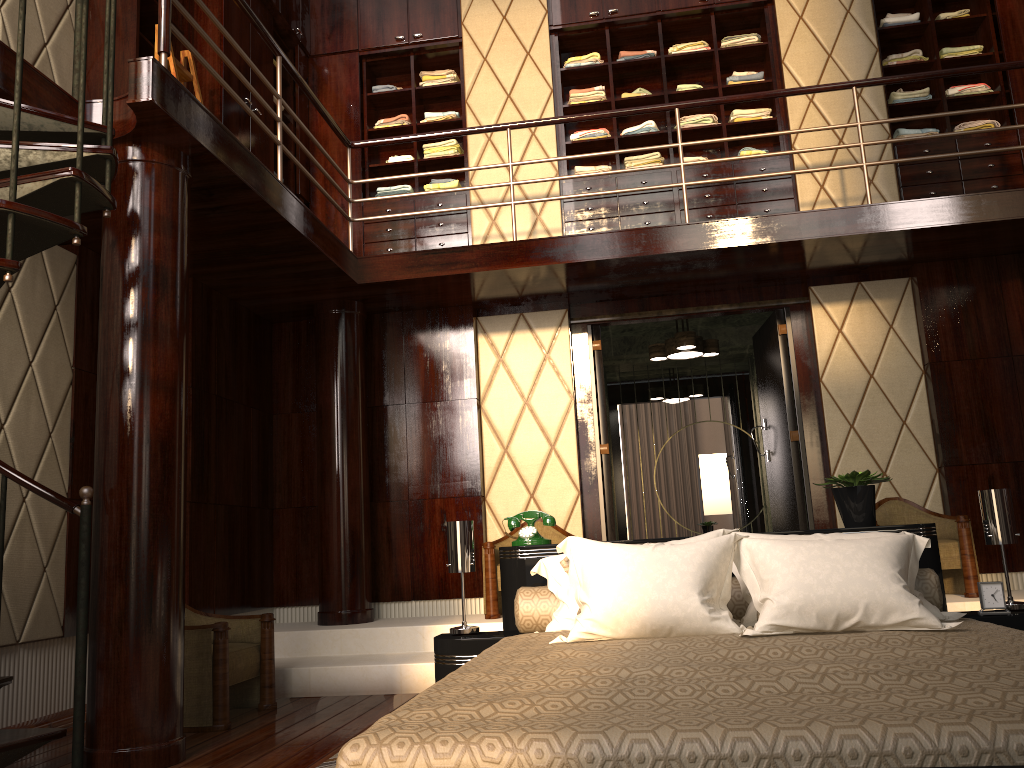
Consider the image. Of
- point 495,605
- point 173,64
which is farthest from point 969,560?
point 173,64

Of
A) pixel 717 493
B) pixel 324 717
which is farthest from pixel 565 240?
pixel 717 493

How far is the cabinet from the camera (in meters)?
5.31

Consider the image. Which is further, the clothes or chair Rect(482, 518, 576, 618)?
the clothes

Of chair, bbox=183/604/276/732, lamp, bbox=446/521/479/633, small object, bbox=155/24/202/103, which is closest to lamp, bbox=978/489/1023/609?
lamp, bbox=446/521/479/633

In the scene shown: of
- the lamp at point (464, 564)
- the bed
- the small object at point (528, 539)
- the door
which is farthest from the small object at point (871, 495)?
the door

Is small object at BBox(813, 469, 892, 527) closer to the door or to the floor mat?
the floor mat

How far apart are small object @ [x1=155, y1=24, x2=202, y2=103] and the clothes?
1.72m

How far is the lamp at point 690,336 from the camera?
6.13m

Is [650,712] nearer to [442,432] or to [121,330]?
[121,330]
